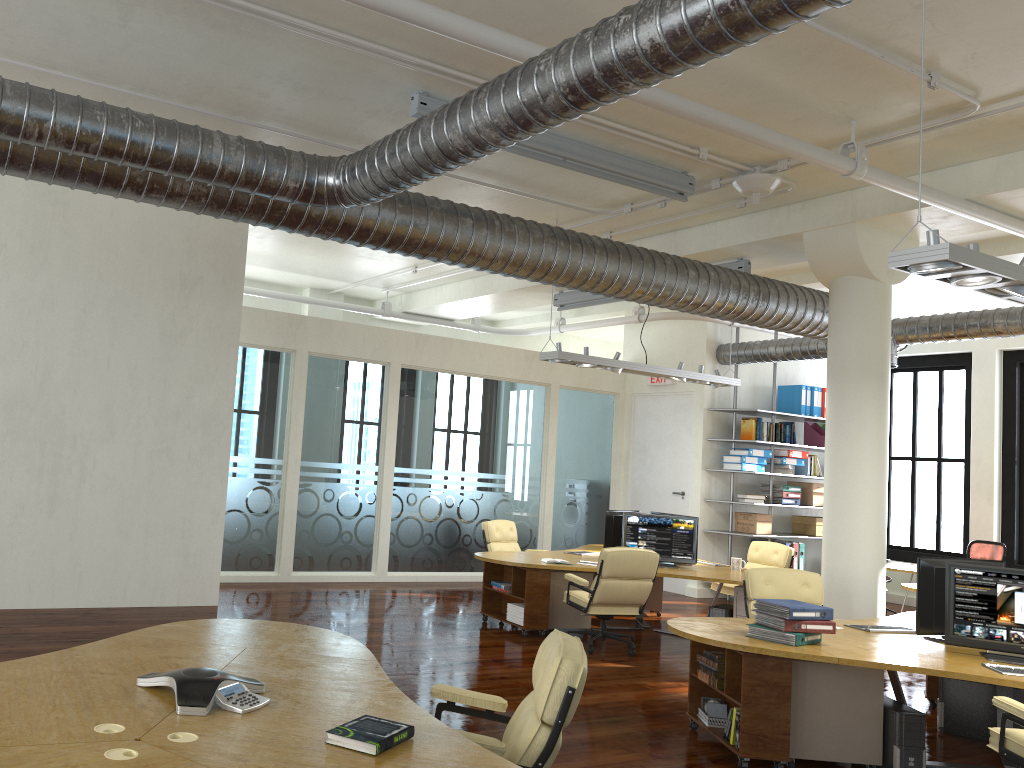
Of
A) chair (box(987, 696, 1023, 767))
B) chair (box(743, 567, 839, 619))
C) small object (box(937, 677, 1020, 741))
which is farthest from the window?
chair (box(987, 696, 1023, 767))

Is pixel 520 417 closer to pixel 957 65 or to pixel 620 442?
pixel 620 442

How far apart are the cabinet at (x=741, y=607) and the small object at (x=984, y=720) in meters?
2.6

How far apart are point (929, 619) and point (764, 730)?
1.6m

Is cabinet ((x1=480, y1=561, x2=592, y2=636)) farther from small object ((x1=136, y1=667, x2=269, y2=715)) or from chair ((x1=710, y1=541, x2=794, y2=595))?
small object ((x1=136, y1=667, x2=269, y2=715))

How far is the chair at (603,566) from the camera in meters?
8.2

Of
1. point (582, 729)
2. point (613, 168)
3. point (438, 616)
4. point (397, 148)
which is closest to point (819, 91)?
point (613, 168)

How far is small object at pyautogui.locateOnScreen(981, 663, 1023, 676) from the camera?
4.92m

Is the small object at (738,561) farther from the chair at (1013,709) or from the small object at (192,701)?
the small object at (192,701)

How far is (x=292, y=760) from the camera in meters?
2.7 m
